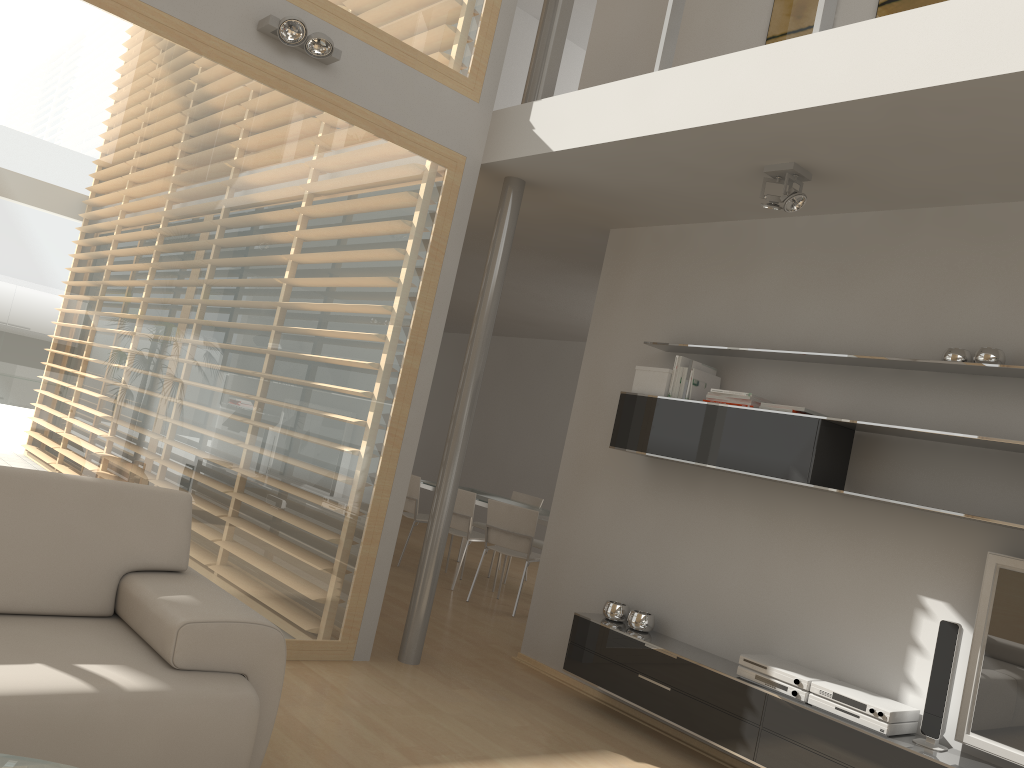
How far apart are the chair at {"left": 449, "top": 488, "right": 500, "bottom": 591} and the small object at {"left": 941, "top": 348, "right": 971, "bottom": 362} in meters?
4.3

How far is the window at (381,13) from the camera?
4.3m

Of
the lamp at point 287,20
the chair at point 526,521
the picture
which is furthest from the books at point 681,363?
the chair at point 526,521

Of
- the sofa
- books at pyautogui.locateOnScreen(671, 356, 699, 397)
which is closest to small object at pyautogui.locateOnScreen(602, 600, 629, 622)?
books at pyautogui.locateOnScreen(671, 356, 699, 397)

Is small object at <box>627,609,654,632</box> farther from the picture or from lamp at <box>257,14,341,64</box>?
the picture

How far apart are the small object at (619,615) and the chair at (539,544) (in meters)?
3.26

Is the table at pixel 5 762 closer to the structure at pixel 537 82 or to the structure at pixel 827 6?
the structure at pixel 827 6

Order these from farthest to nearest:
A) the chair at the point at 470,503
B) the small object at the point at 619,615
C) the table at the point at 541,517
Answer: the chair at the point at 470,503 < the table at the point at 541,517 < the small object at the point at 619,615

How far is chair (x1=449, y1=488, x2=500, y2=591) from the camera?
7.30m

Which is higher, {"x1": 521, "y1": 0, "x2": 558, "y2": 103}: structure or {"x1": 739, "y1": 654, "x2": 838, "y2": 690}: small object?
{"x1": 521, "y1": 0, "x2": 558, "y2": 103}: structure
